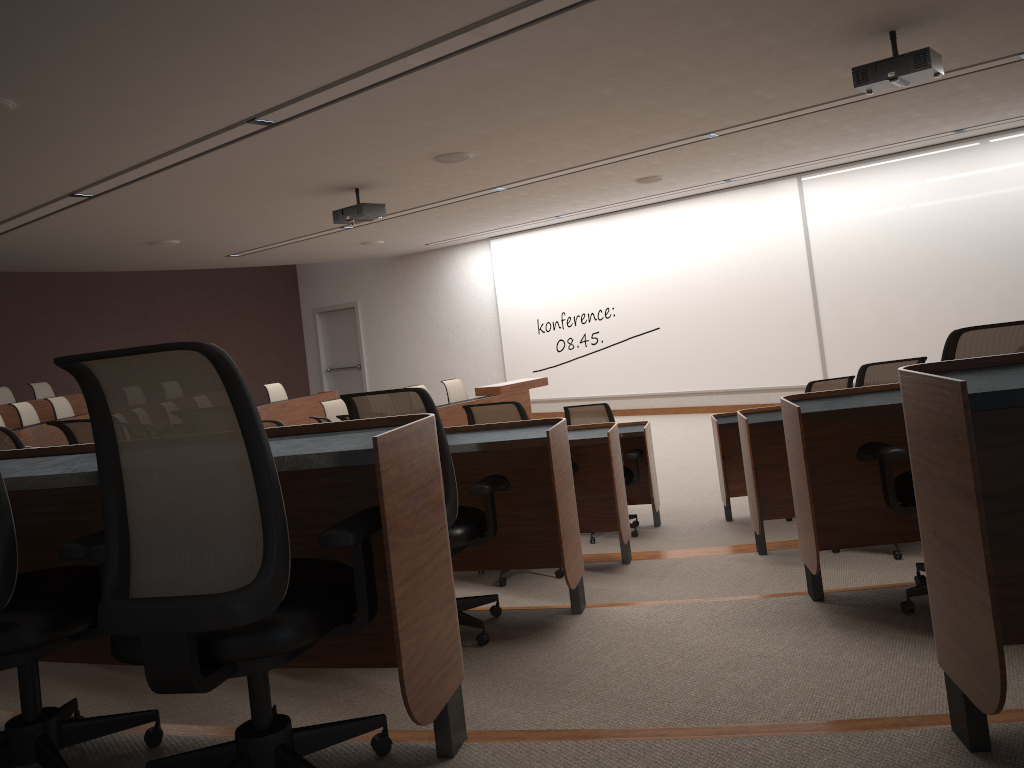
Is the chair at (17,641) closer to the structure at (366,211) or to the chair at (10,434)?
the chair at (10,434)

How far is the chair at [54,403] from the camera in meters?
10.2 m

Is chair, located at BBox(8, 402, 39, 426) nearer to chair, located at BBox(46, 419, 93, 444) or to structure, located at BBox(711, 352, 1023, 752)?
chair, located at BBox(46, 419, 93, 444)

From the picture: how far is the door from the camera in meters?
17.3 m

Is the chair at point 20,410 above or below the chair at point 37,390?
below

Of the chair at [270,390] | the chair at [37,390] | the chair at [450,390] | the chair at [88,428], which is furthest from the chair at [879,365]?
the chair at [37,390]

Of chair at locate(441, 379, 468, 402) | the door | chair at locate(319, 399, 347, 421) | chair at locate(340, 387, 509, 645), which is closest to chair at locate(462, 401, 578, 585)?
chair at locate(340, 387, 509, 645)

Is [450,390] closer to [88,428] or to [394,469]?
[88,428]

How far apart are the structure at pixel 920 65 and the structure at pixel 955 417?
2.2m

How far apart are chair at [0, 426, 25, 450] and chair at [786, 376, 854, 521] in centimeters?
453cm
